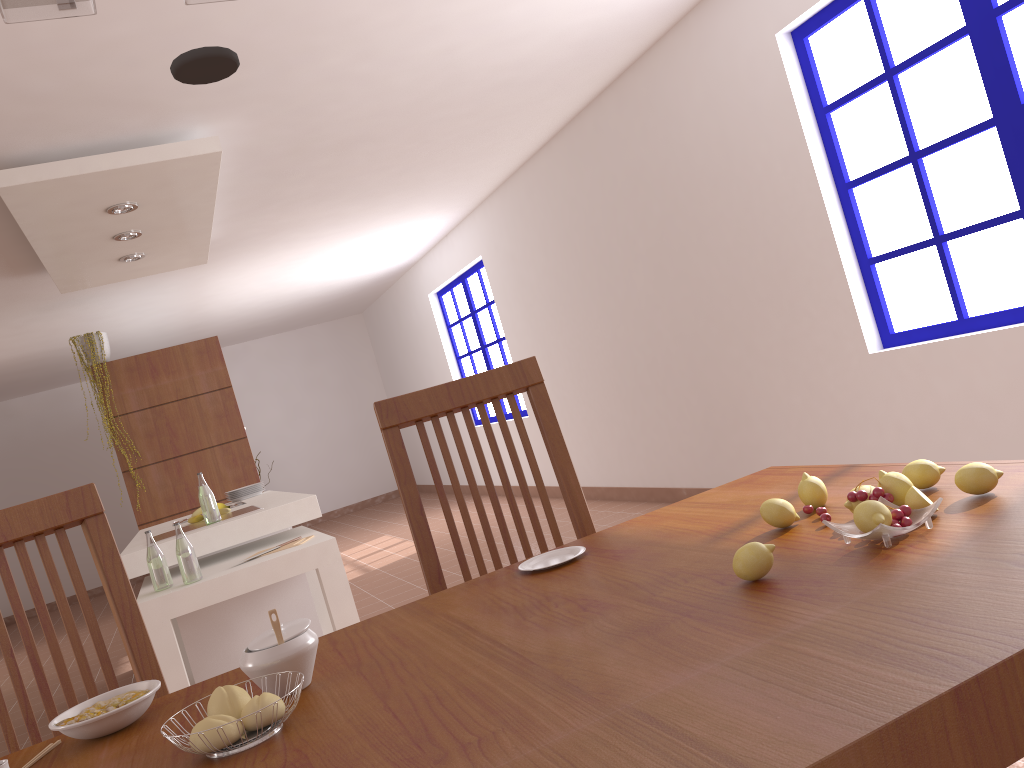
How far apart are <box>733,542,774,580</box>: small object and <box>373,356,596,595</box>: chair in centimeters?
73cm

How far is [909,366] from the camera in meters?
3.6

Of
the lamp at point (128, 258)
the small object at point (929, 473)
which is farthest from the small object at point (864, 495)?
the lamp at point (128, 258)

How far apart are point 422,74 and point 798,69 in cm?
167

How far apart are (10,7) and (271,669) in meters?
0.8 m

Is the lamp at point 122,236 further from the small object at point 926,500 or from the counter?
the small object at point 926,500

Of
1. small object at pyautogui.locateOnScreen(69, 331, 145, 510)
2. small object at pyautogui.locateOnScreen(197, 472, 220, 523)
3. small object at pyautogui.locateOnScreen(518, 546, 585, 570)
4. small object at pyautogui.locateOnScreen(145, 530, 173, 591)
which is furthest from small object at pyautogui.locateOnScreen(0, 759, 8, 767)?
small object at pyautogui.locateOnScreen(69, 331, 145, 510)

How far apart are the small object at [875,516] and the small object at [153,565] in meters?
3.0

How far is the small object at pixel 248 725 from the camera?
0.9m

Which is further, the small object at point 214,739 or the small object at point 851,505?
the small object at point 851,505
